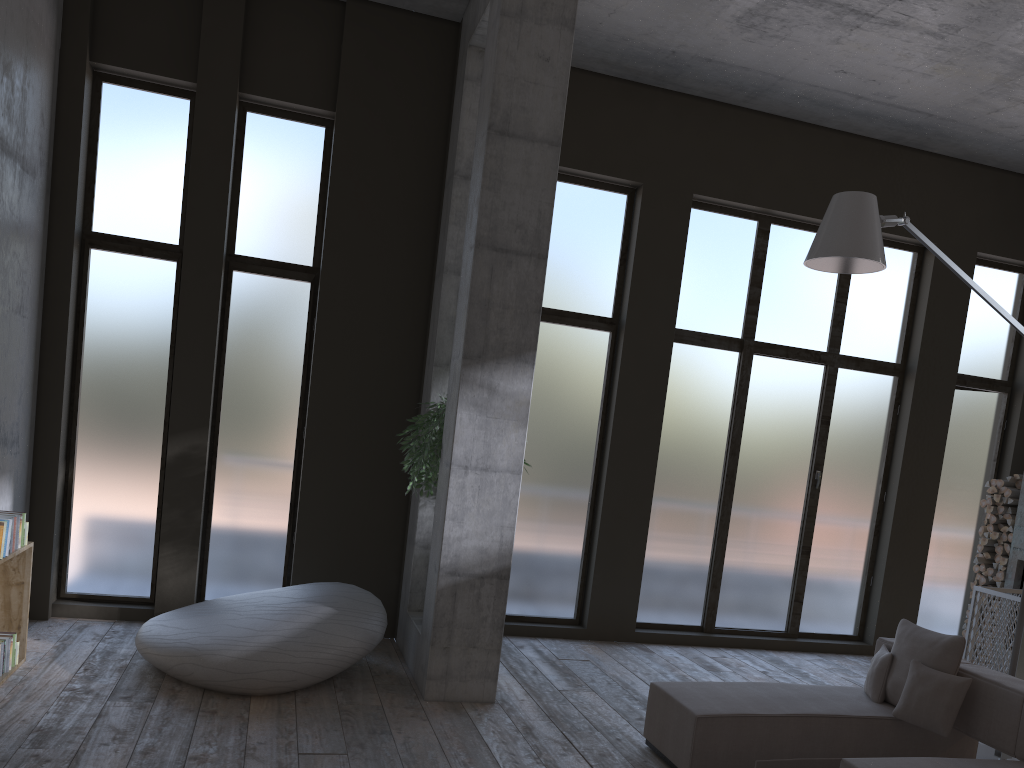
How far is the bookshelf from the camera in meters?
5.6

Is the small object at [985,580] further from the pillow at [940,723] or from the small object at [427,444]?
the small object at [427,444]

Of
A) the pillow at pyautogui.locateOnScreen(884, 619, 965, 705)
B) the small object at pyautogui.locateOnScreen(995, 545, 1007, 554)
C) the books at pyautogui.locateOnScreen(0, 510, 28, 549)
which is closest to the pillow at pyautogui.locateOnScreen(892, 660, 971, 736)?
the pillow at pyautogui.locateOnScreen(884, 619, 965, 705)

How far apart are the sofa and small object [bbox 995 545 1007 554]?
4.1m

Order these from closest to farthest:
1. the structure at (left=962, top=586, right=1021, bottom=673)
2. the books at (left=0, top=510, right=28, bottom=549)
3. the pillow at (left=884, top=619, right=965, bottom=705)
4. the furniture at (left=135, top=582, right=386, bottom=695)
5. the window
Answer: the pillow at (left=884, top=619, right=965, bottom=705)
the furniture at (left=135, top=582, right=386, bottom=695)
the books at (left=0, top=510, right=28, bottom=549)
the window
the structure at (left=962, top=586, right=1021, bottom=673)

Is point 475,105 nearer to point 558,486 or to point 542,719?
point 558,486

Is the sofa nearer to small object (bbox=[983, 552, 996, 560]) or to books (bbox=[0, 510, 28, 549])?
books (bbox=[0, 510, 28, 549])

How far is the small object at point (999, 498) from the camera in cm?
903

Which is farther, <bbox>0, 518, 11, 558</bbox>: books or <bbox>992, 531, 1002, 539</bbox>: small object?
<bbox>992, 531, 1002, 539</bbox>: small object

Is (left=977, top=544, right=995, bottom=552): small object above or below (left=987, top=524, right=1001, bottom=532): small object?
below
